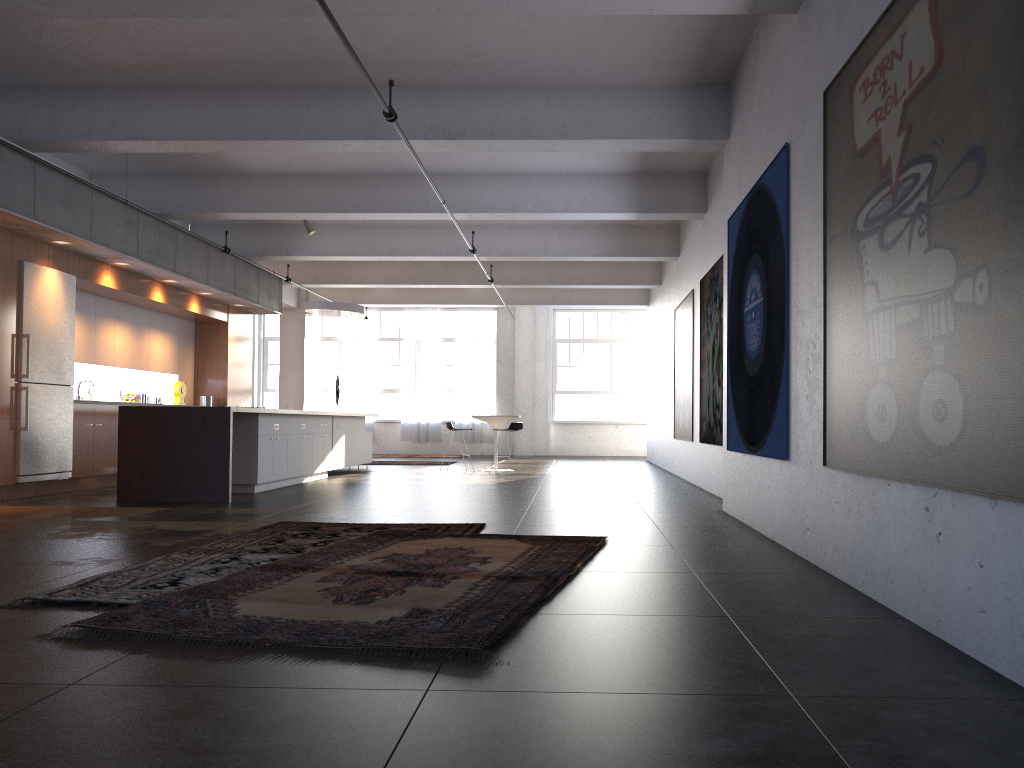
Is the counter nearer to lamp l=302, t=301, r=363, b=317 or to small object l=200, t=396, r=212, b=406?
small object l=200, t=396, r=212, b=406

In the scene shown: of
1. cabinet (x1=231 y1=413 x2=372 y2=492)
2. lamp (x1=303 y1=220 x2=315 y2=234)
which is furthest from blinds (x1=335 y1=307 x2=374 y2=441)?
lamp (x1=303 y1=220 x2=315 y2=234)

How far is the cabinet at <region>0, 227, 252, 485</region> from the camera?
9.04m

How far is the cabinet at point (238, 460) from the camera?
10.1m

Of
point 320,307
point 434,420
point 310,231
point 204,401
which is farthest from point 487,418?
point 434,420

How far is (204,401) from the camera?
14.28m

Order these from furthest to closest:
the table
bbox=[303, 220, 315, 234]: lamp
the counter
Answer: the table → bbox=[303, 220, 315, 234]: lamp → the counter

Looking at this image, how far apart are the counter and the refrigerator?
1.1m

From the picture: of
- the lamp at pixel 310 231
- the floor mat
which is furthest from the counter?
the lamp at pixel 310 231

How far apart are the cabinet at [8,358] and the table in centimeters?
419cm
